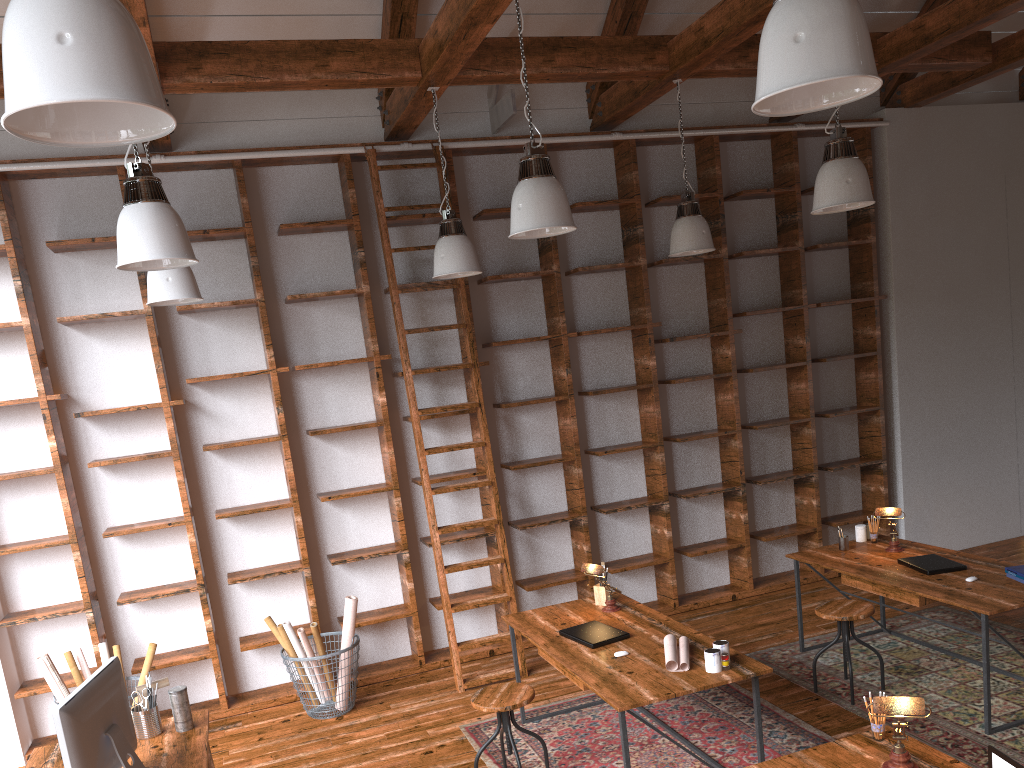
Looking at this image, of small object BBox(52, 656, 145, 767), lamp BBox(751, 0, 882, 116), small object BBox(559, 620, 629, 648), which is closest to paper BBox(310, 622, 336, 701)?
small object BBox(559, 620, 629, 648)

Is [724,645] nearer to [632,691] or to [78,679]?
[632,691]

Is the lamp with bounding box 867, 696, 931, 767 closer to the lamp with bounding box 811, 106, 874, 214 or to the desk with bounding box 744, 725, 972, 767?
the desk with bounding box 744, 725, 972, 767

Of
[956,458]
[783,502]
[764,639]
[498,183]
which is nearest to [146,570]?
[498,183]

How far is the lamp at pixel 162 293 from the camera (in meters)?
4.54

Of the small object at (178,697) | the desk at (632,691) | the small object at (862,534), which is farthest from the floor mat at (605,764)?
the small object at (178,697)

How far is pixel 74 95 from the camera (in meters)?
1.49

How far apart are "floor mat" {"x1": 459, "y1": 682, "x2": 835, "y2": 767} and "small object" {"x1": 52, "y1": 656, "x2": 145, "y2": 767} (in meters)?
1.79

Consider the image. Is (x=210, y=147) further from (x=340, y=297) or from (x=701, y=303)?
(x=701, y=303)

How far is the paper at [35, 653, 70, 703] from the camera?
4.8 meters
